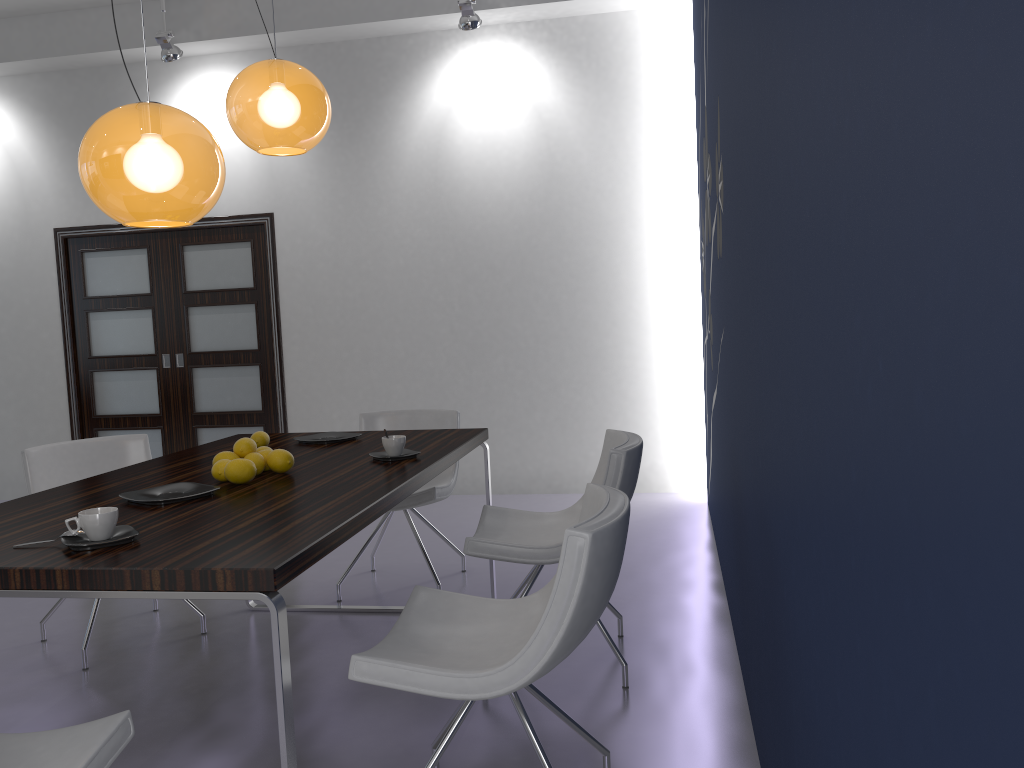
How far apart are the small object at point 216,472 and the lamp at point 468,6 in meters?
3.7 m

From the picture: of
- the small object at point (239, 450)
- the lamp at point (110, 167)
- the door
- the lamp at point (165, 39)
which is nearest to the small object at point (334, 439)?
the small object at point (239, 450)

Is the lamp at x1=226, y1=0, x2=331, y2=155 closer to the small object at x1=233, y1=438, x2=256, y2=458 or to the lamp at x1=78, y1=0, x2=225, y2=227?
the lamp at x1=78, y1=0, x2=225, y2=227

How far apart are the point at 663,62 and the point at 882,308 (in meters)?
5.37

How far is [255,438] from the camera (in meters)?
3.34

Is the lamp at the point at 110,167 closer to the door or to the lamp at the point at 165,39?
the lamp at the point at 165,39

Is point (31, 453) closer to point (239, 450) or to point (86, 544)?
point (239, 450)

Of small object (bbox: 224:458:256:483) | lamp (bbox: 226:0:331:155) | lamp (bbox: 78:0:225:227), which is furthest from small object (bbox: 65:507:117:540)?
lamp (bbox: 226:0:331:155)

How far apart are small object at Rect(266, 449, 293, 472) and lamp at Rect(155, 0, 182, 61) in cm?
405

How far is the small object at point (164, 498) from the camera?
A: 2.38m
